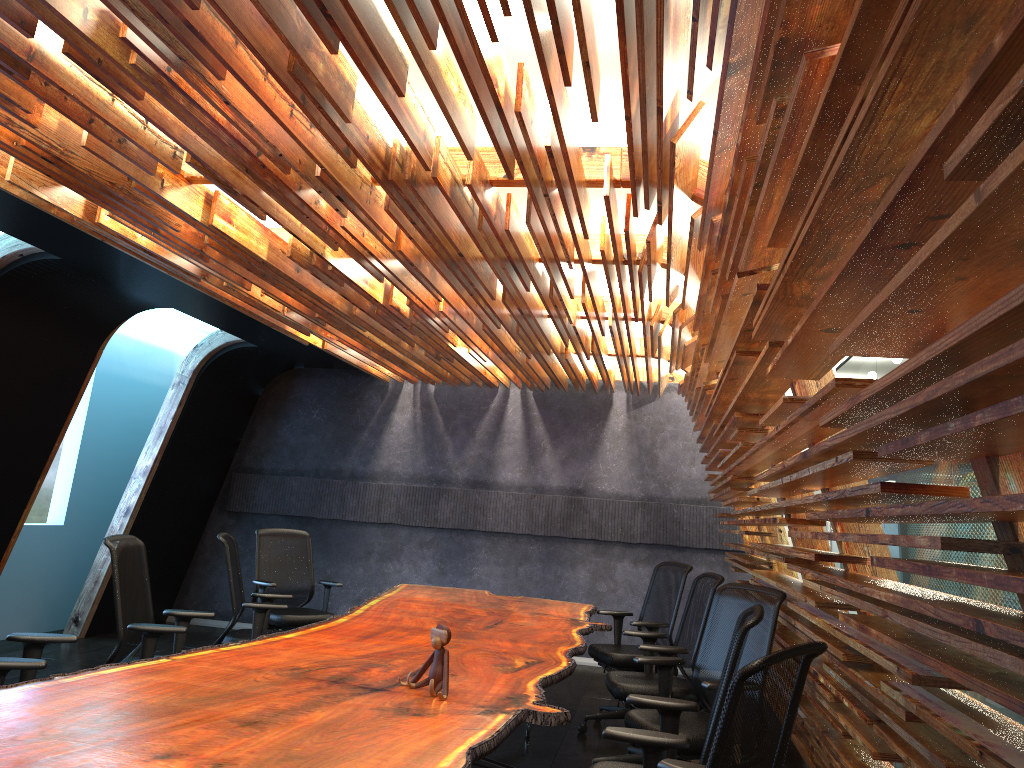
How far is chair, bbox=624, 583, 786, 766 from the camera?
4.3 meters

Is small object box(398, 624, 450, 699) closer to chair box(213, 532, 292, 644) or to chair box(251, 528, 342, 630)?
chair box(213, 532, 292, 644)

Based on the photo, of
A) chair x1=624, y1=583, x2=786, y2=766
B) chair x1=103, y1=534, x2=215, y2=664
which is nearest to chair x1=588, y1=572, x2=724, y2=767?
chair x1=624, y1=583, x2=786, y2=766

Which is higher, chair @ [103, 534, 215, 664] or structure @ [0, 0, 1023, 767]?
structure @ [0, 0, 1023, 767]

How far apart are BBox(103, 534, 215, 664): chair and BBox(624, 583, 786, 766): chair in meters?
2.4

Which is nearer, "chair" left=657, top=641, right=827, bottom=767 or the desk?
"chair" left=657, top=641, right=827, bottom=767

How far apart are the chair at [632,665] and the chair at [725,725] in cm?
392

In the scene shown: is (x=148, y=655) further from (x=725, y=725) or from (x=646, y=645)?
(x=725, y=725)

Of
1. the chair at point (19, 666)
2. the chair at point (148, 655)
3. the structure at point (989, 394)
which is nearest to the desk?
the chair at point (19, 666)

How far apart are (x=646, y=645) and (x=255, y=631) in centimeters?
266cm
